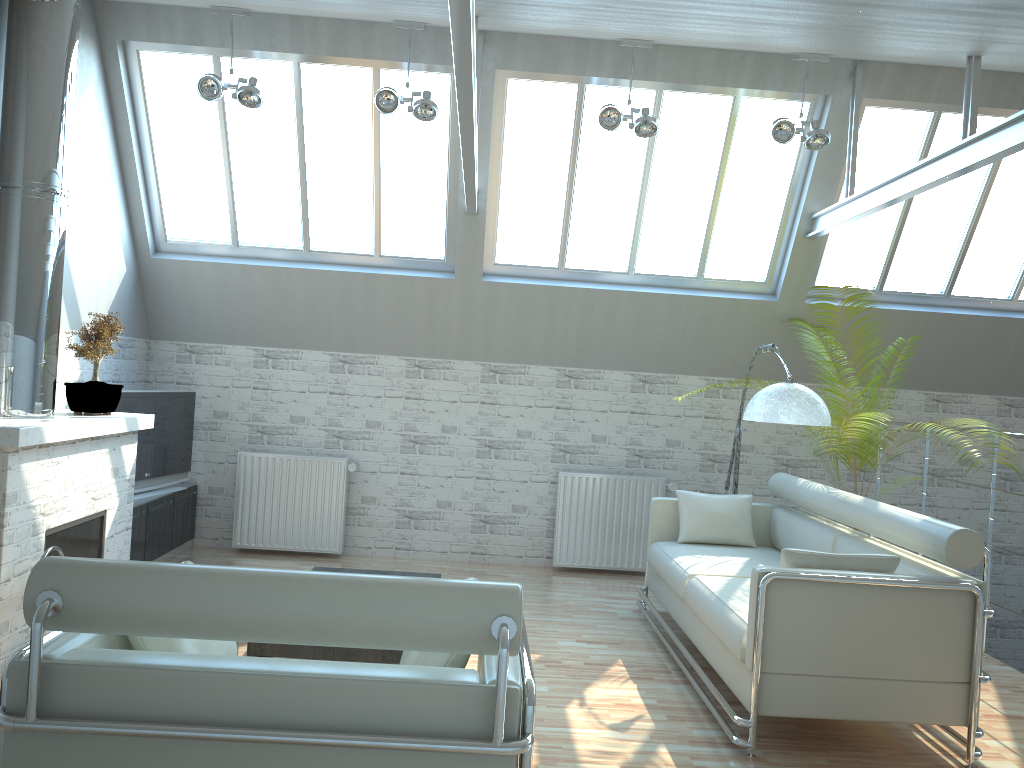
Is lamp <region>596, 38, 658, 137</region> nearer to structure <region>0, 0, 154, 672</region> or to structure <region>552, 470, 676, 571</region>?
structure <region>552, 470, 676, 571</region>

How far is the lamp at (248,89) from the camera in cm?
1103

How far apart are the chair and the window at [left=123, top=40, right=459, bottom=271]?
8.9m

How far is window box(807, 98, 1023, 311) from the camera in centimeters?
1252cm

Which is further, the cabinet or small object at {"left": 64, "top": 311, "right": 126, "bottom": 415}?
the cabinet

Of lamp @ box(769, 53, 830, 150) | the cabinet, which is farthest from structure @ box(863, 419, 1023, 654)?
the cabinet

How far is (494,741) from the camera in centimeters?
405cm

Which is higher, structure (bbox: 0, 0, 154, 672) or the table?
structure (bbox: 0, 0, 154, 672)

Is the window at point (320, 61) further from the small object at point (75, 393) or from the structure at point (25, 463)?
the small object at point (75, 393)

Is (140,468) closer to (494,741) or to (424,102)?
(424,102)
